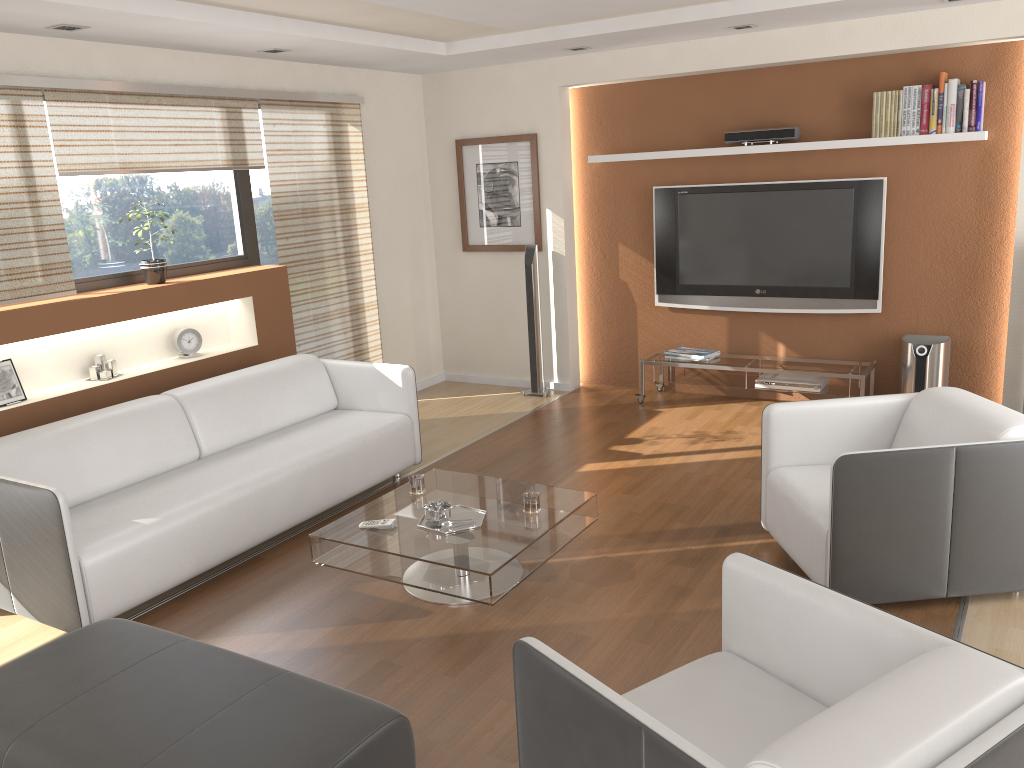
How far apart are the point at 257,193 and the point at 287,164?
0.3m

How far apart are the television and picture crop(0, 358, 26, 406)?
4.24m

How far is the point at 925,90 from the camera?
5.4 meters

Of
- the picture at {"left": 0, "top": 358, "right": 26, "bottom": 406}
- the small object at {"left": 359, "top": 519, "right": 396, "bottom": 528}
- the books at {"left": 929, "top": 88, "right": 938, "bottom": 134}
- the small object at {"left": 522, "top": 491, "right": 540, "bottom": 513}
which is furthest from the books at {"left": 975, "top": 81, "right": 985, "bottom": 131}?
the picture at {"left": 0, "top": 358, "right": 26, "bottom": 406}

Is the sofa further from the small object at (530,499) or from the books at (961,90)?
the books at (961,90)

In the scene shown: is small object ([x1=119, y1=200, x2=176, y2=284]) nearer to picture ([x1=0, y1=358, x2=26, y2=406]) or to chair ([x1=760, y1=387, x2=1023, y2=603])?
picture ([x1=0, y1=358, x2=26, y2=406])

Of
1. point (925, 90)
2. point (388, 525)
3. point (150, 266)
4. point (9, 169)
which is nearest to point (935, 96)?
point (925, 90)

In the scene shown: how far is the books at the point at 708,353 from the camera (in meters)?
6.35

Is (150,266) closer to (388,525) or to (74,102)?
(74,102)

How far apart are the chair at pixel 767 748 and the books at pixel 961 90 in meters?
4.1 m
